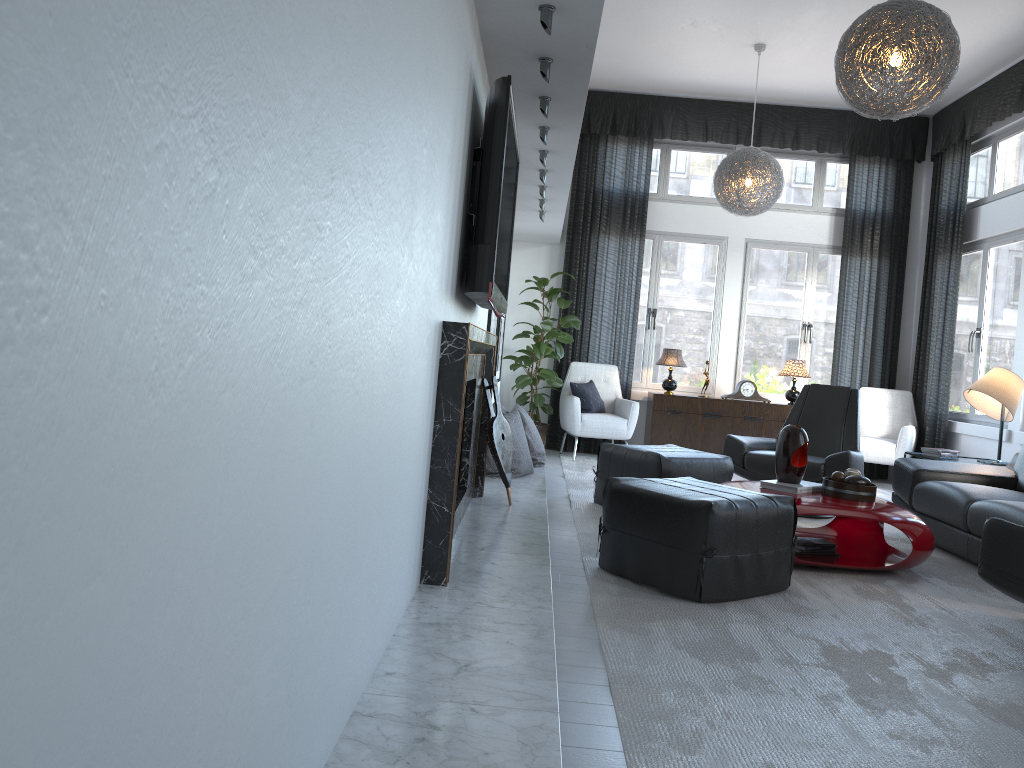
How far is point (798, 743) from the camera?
2.1 meters

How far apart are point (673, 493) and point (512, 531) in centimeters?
64cm

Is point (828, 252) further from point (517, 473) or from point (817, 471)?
point (517, 473)

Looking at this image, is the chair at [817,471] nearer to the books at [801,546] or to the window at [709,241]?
the books at [801,546]

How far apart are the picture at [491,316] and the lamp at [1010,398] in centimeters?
299cm

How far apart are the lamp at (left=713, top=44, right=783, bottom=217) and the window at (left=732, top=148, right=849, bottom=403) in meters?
1.3 m

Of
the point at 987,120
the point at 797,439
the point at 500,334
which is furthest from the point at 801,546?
Result: the point at 987,120

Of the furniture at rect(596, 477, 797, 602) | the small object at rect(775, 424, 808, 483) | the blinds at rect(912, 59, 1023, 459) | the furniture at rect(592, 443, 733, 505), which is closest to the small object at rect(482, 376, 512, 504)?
the furniture at rect(596, 477, 797, 602)

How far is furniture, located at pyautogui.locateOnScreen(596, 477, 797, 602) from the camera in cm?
322

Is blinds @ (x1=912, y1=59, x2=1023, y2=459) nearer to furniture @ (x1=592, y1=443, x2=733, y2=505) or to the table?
the table
